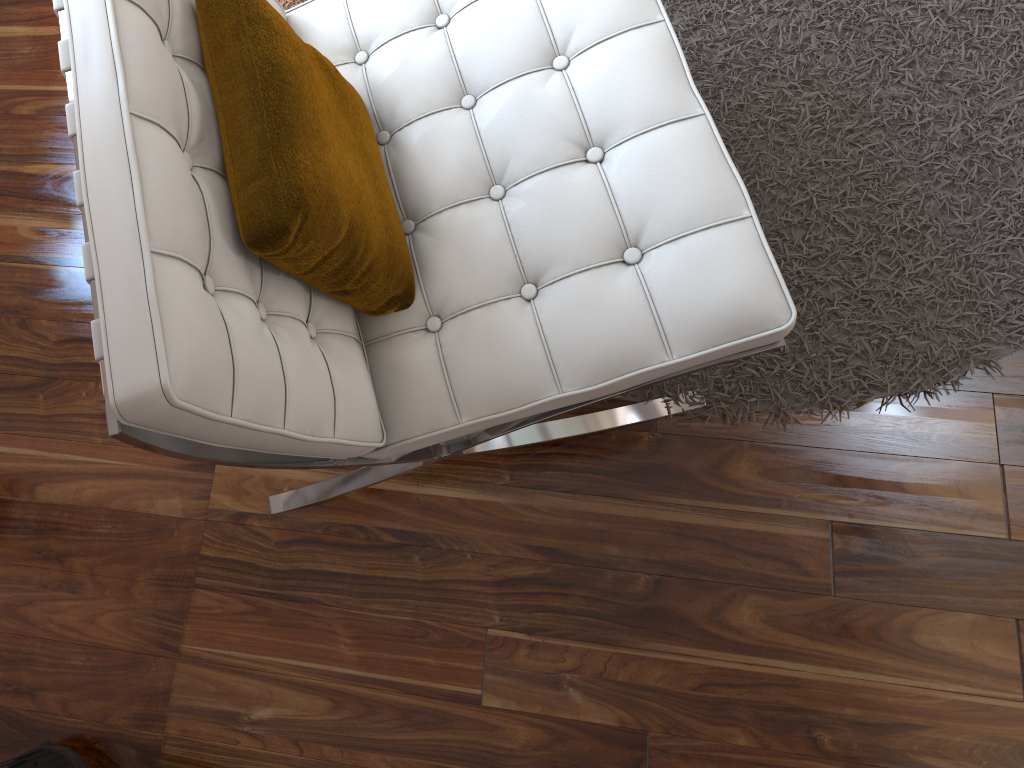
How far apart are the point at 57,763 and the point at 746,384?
1.0m

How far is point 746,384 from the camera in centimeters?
131cm

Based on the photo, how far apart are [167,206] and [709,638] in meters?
0.9 m

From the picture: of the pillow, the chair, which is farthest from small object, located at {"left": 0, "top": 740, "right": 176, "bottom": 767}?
the pillow

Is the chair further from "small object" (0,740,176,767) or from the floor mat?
"small object" (0,740,176,767)

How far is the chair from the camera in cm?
66

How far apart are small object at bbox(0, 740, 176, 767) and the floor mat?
0.9 meters

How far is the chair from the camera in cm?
66

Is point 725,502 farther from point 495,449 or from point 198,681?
point 198,681

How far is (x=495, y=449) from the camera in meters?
1.2
